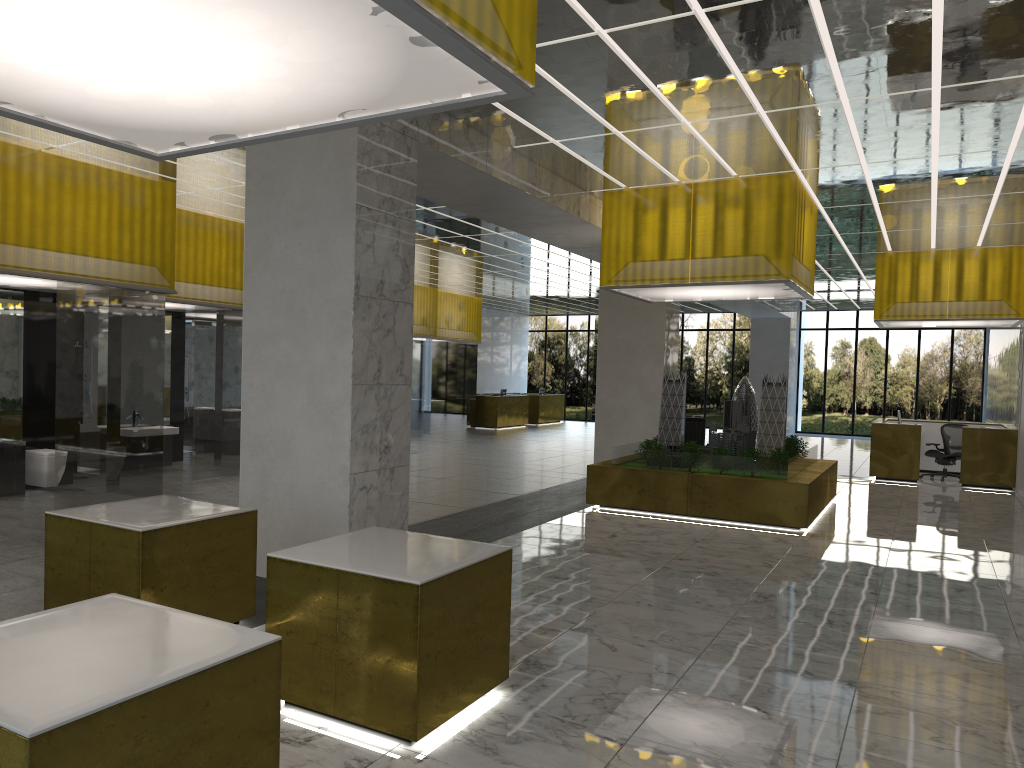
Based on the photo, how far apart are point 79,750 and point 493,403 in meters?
36.6

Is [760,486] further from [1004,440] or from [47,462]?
[47,462]

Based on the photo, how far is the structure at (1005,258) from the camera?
23.3m

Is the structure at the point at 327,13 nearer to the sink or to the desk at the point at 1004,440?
the sink

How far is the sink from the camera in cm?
1896

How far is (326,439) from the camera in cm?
951

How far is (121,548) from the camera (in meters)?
6.78

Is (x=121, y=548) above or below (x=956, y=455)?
above

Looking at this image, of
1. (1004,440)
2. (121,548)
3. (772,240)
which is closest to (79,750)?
(121,548)

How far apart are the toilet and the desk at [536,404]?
30.38m
